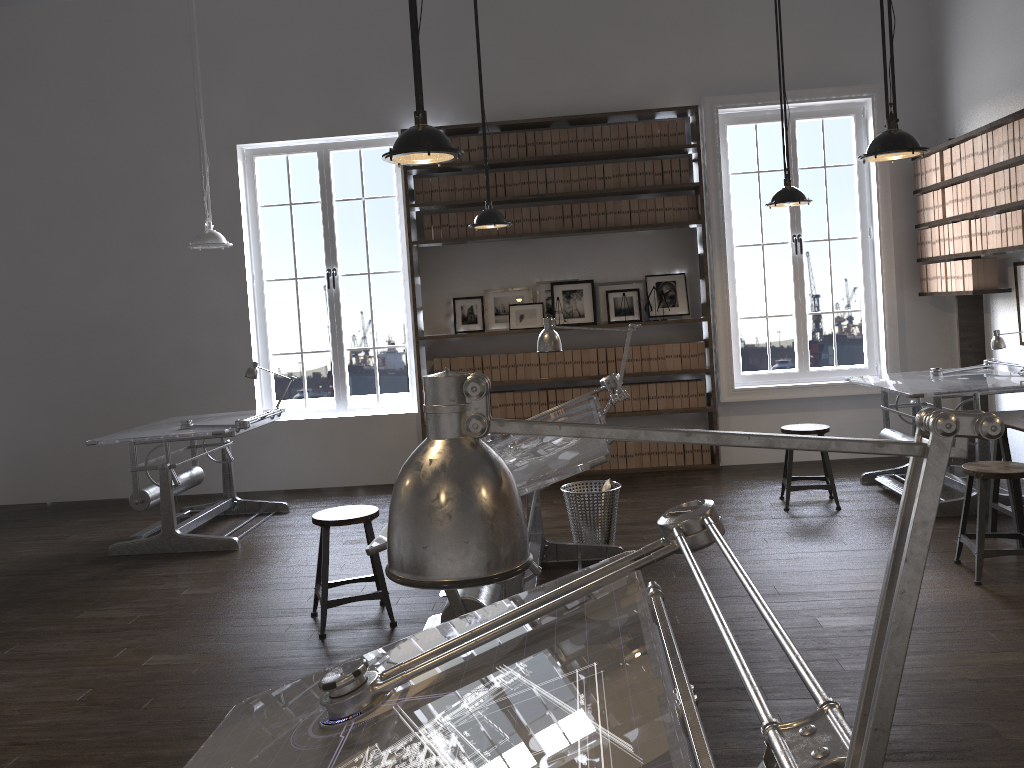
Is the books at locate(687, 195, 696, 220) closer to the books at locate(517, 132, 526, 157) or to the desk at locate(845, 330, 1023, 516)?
the books at locate(517, 132, 526, 157)

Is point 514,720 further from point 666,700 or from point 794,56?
point 794,56

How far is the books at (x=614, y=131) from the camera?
7.3 meters

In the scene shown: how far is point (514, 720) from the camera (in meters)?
1.29

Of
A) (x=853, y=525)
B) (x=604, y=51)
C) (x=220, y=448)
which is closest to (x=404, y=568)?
(x=853, y=525)

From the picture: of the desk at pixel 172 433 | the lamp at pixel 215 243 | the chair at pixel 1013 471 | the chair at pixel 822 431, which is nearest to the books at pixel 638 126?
the chair at pixel 822 431

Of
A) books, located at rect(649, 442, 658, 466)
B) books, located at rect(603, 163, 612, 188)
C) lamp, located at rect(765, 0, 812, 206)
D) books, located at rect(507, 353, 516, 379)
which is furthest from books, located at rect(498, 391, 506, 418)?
lamp, located at rect(765, 0, 812, 206)

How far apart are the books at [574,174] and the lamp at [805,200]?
1.9 meters

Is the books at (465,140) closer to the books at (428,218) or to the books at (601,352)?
the books at (428,218)

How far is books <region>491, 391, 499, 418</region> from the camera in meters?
7.5
